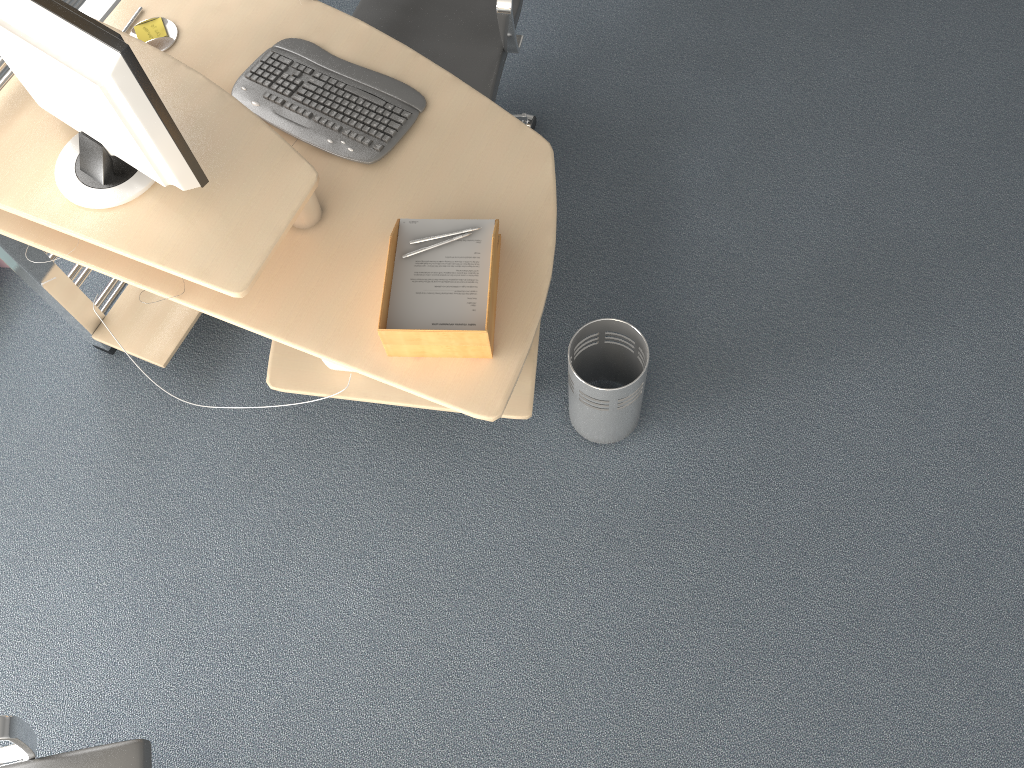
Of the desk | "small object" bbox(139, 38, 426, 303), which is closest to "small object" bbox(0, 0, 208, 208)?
the desk

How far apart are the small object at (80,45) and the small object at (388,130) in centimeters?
35cm

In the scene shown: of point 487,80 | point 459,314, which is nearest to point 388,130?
point 487,80

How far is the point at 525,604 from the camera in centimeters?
238cm

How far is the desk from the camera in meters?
1.9 m

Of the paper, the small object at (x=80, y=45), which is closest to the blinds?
the small object at (x=80, y=45)

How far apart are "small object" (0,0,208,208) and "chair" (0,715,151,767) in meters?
1.0

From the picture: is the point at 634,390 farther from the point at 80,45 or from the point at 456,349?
the point at 80,45

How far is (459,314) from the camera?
1.8m

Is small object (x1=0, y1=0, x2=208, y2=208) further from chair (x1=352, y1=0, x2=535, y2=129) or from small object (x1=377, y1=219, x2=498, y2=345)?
chair (x1=352, y1=0, x2=535, y2=129)
